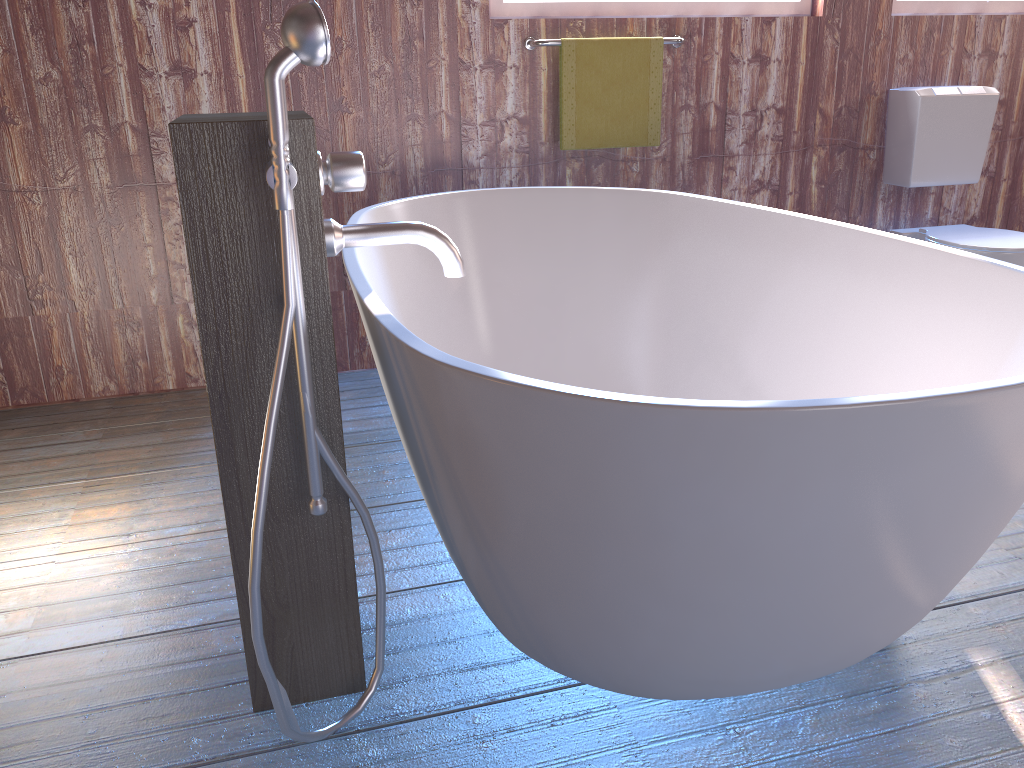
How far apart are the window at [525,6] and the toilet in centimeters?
91cm

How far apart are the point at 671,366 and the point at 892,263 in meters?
0.8 m

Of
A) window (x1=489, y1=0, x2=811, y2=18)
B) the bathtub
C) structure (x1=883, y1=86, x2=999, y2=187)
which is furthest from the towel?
structure (x1=883, y1=86, x2=999, y2=187)

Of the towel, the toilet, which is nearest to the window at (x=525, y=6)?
the towel

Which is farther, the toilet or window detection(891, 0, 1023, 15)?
window detection(891, 0, 1023, 15)

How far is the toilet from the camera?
3.05m

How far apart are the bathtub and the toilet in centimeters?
121cm

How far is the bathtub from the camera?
1.1m

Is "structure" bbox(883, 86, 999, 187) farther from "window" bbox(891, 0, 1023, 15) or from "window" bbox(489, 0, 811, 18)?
"window" bbox(489, 0, 811, 18)

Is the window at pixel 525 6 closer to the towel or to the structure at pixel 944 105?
the towel
